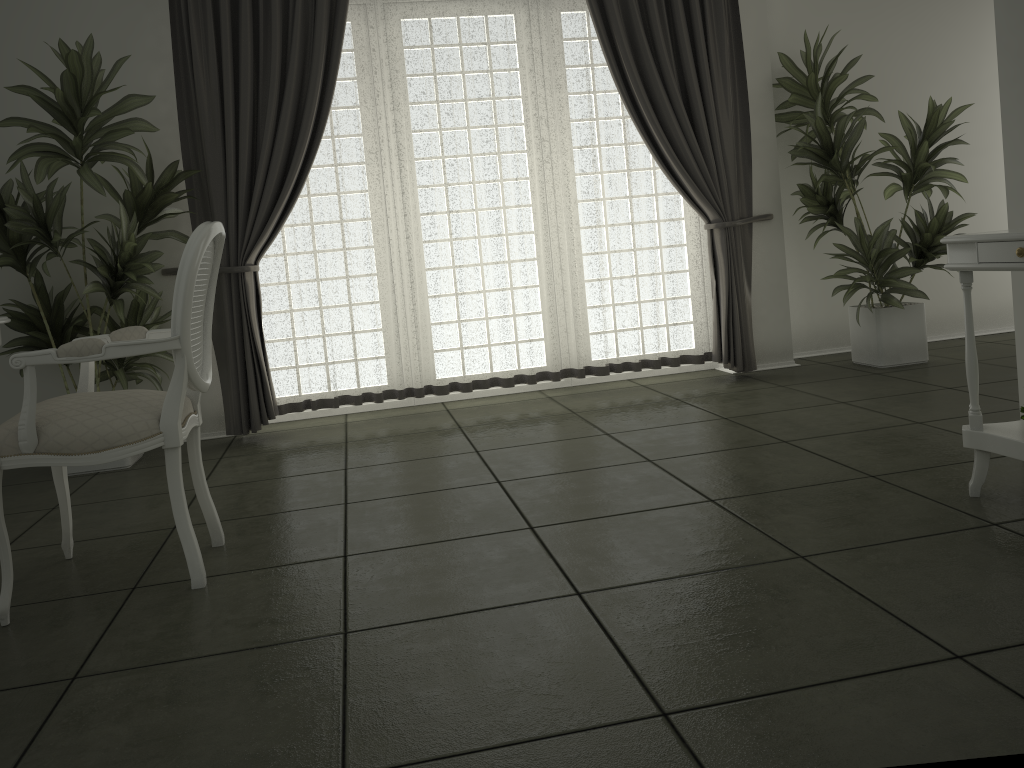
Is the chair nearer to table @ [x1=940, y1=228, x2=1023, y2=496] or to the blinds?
the blinds

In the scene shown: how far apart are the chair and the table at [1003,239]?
2.2 meters

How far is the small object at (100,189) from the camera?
3.92m

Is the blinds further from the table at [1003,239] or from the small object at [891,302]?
the table at [1003,239]

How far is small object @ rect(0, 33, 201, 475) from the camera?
3.9 meters

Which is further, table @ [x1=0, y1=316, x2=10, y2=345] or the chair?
table @ [x1=0, y1=316, x2=10, y2=345]

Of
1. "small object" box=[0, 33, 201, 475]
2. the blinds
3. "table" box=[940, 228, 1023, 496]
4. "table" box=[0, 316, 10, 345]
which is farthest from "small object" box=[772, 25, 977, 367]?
"table" box=[0, 316, 10, 345]

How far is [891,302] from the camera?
5.0m

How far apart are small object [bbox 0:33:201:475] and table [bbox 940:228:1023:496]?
3.3m

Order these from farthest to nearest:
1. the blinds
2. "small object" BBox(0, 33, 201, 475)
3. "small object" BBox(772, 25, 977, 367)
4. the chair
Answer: "small object" BBox(772, 25, 977, 367)
the blinds
"small object" BBox(0, 33, 201, 475)
the chair
